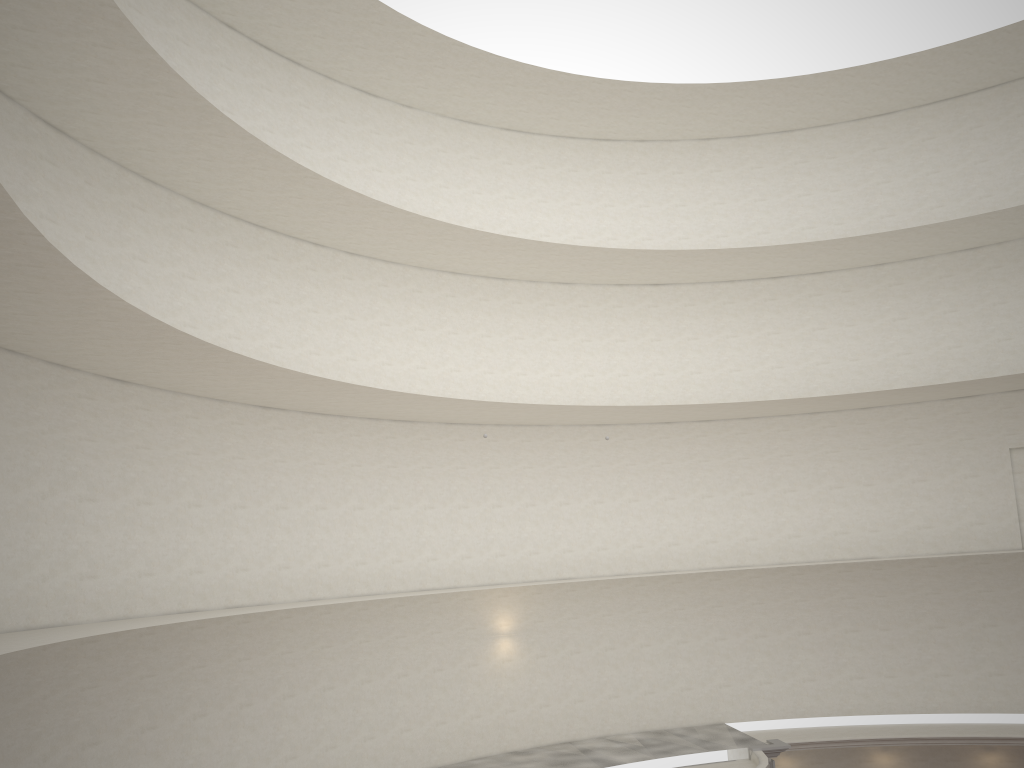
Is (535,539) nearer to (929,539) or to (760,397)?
(760,397)
